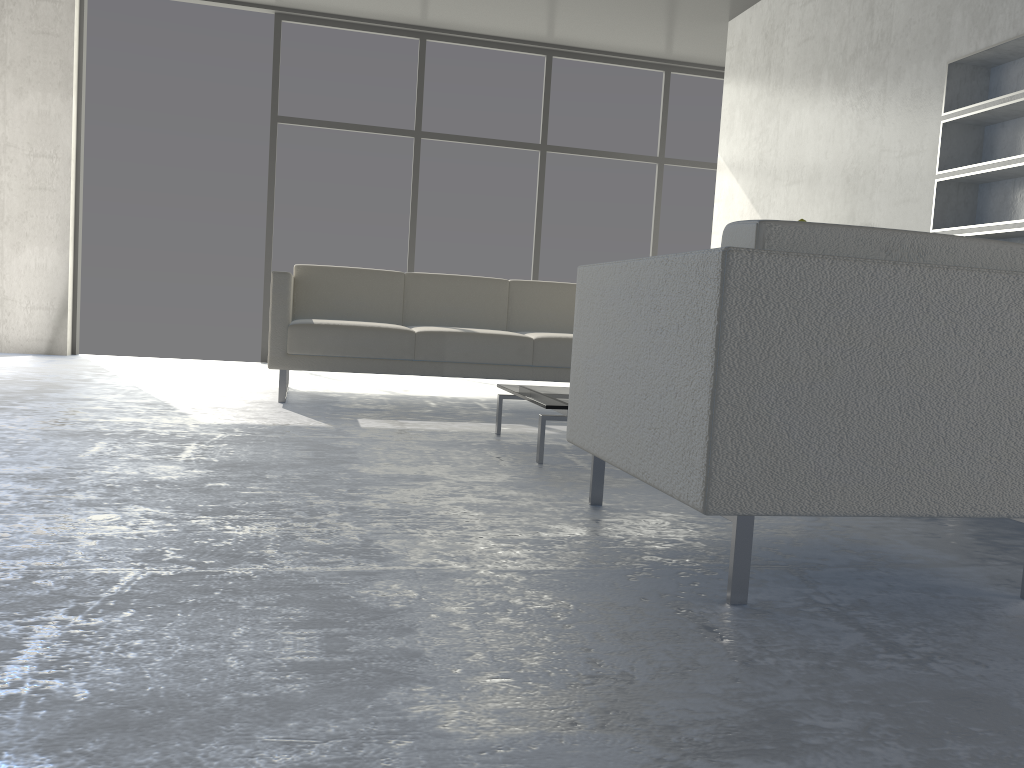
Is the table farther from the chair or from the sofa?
the sofa

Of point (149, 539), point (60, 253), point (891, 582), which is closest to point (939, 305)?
point (891, 582)

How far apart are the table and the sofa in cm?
80

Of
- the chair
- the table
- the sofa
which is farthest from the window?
the chair

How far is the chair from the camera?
1.4 meters

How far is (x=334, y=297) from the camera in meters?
4.6

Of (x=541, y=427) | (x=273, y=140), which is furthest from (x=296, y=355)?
Answer: (x=273, y=140)

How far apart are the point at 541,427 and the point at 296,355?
1.6m

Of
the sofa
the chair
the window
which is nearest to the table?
the chair

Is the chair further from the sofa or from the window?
the window
